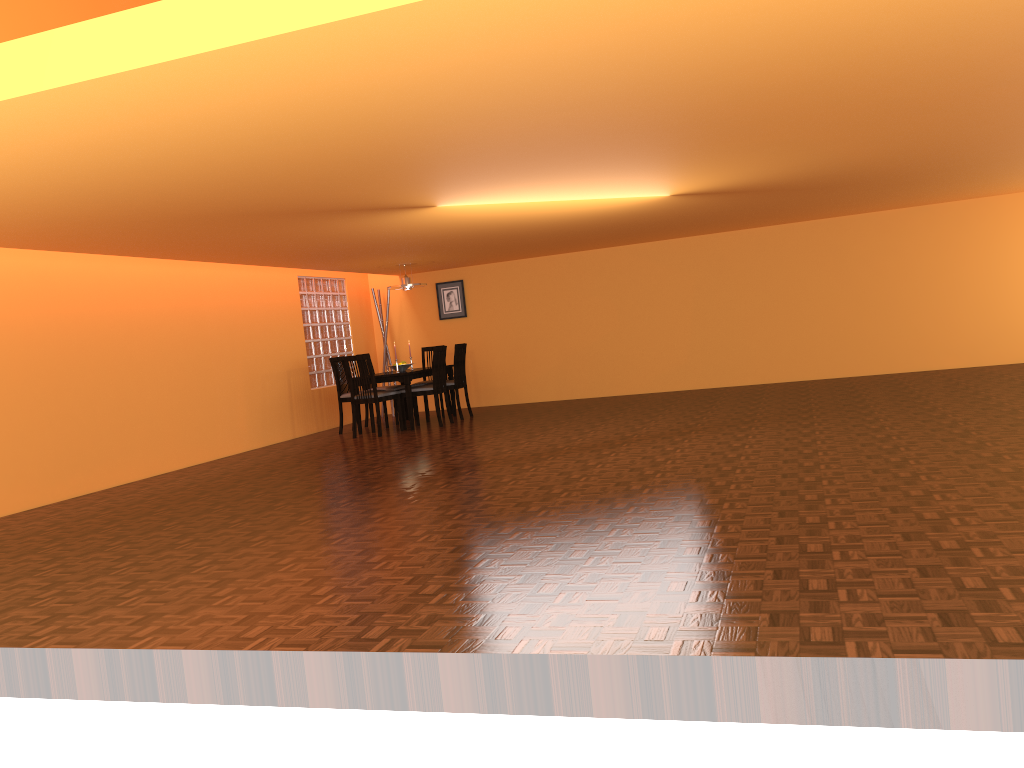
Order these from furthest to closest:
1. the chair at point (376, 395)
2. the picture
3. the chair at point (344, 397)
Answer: the picture
the chair at point (344, 397)
the chair at point (376, 395)

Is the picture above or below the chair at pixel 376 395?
above

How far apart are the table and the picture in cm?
122

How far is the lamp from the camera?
9.4m

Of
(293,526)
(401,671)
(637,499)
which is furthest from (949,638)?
(293,526)

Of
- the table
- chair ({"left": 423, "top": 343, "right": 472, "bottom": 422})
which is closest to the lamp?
chair ({"left": 423, "top": 343, "right": 472, "bottom": 422})

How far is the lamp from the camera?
9.4 meters

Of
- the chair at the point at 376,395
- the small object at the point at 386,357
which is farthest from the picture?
the chair at the point at 376,395

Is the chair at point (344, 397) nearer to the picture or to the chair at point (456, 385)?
the chair at point (456, 385)

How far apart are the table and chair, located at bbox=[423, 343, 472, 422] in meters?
0.2
